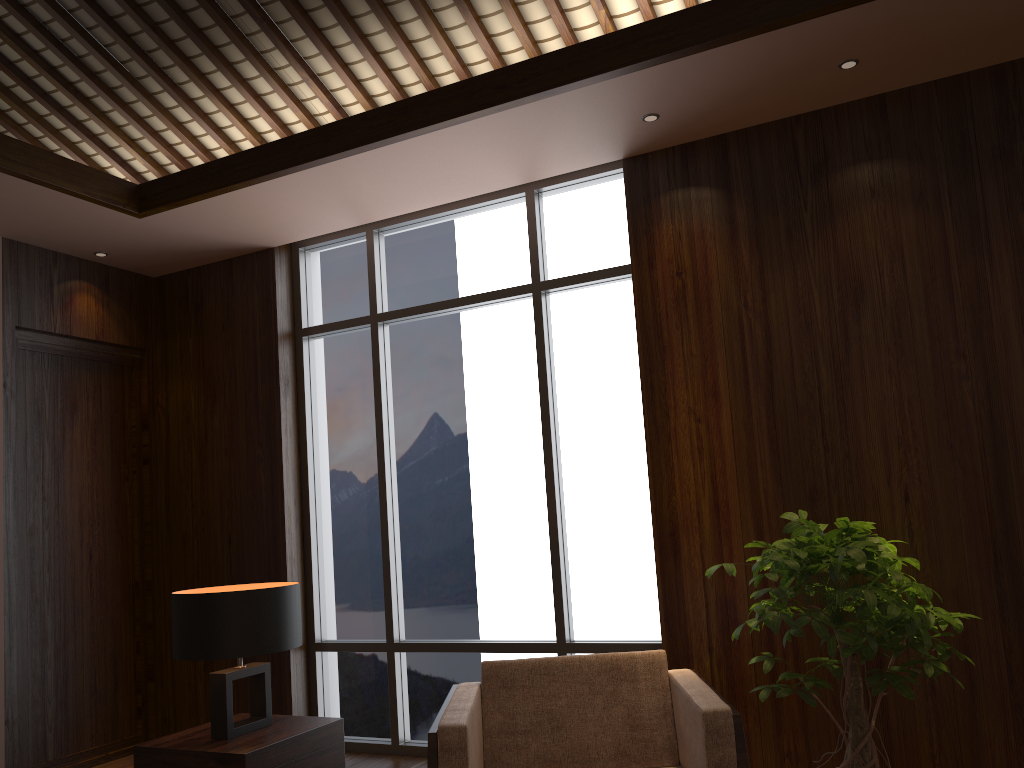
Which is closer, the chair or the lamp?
the chair

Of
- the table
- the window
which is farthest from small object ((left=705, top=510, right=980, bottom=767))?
the table

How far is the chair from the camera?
2.42m

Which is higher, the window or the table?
the window

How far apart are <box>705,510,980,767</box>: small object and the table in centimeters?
147cm

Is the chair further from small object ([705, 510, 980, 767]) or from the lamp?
the lamp

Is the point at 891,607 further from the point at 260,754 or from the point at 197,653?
the point at 197,653

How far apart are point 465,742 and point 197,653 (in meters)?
1.03

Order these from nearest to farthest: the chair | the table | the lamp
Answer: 1. the chair
2. the table
3. the lamp

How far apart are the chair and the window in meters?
1.0 m
